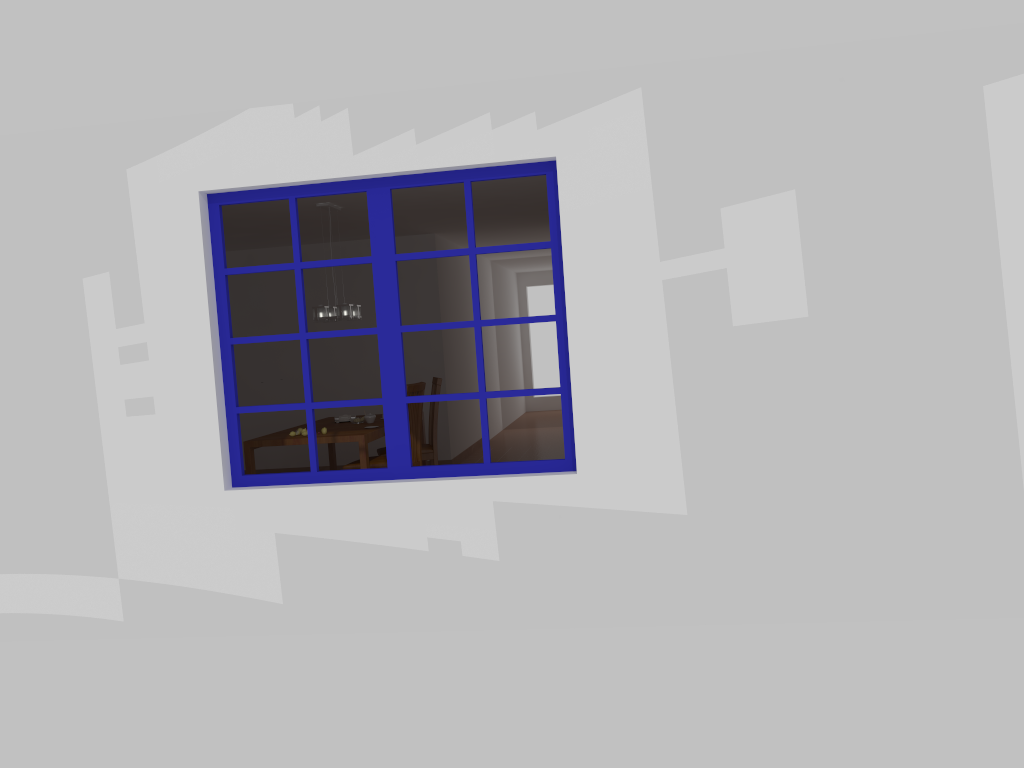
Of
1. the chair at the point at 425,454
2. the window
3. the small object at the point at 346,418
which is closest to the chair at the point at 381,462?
the chair at the point at 425,454

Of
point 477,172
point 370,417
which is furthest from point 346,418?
point 477,172

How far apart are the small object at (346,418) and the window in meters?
3.1

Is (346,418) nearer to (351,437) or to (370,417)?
(370,417)

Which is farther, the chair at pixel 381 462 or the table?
the chair at pixel 381 462

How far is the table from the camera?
6.25m

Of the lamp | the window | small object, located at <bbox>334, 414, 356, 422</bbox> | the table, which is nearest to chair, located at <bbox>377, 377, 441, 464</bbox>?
the table

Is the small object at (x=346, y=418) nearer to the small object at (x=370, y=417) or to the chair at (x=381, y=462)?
the small object at (x=370, y=417)

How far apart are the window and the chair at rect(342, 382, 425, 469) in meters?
2.2 m

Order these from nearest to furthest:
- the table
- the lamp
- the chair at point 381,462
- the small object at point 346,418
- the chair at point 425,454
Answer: the table → the chair at point 381,462 → the lamp → the chair at point 425,454 → the small object at point 346,418
